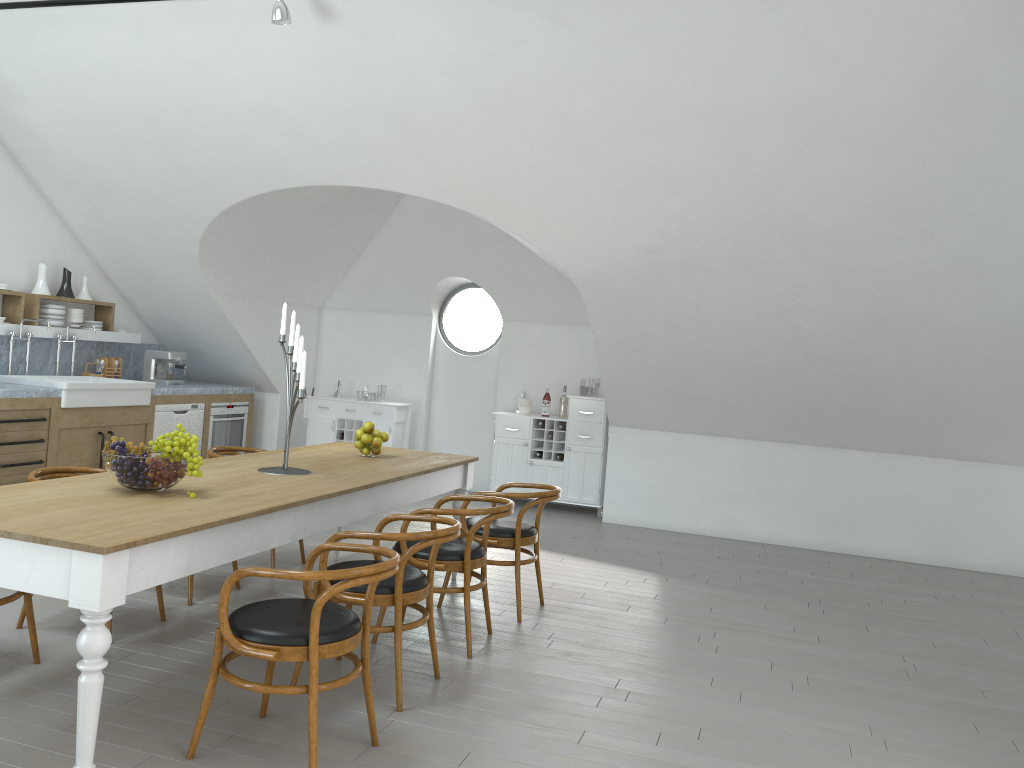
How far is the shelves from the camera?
7.2m

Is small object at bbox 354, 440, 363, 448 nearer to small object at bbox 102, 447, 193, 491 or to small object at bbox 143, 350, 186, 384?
small object at bbox 102, 447, 193, 491

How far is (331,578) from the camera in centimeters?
287cm

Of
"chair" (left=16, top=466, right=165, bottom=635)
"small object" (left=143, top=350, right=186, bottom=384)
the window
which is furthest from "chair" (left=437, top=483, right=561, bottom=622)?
"small object" (left=143, top=350, right=186, bottom=384)

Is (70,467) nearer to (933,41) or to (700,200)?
(700,200)

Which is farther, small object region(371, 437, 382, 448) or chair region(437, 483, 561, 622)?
small object region(371, 437, 382, 448)

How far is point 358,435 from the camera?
5.3 meters

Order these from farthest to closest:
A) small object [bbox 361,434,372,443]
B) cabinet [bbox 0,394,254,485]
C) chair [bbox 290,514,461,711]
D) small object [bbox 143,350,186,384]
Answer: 1. small object [bbox 143,350,186,384]
2. cabinet [bbox 0,394,254,485]
3. small object [bbox 361,434,372,443]
4. chair [bbox 290,514,461,711]

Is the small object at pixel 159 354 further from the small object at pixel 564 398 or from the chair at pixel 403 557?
the chair at pixel 403 557

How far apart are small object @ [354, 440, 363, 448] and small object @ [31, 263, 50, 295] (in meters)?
3.92
